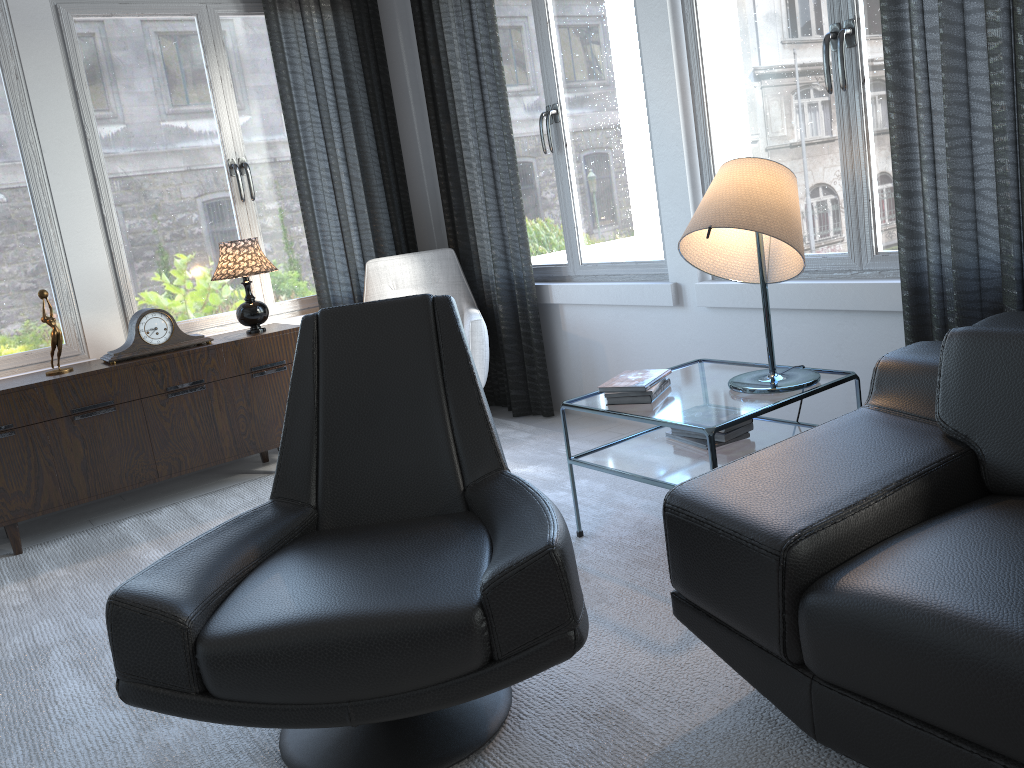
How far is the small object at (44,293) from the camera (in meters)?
3.32

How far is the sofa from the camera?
1.24m

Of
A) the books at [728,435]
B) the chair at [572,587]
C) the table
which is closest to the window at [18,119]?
the chair at [572,587]

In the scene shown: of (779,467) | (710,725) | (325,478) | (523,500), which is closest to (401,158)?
(325,478)

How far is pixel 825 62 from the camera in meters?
2.6 m

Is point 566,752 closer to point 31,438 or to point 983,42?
point 983,42

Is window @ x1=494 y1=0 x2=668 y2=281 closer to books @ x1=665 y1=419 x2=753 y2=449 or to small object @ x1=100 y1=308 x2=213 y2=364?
books @ x1=665 y1=419 x2=753 y2=449

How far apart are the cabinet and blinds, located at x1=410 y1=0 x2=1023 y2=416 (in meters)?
0.92

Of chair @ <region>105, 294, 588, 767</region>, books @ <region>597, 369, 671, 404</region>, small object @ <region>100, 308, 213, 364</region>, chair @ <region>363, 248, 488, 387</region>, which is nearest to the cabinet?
small object @ <region>100, 308, 213, 364</region>

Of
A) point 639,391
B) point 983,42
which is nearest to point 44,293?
point 639,391
